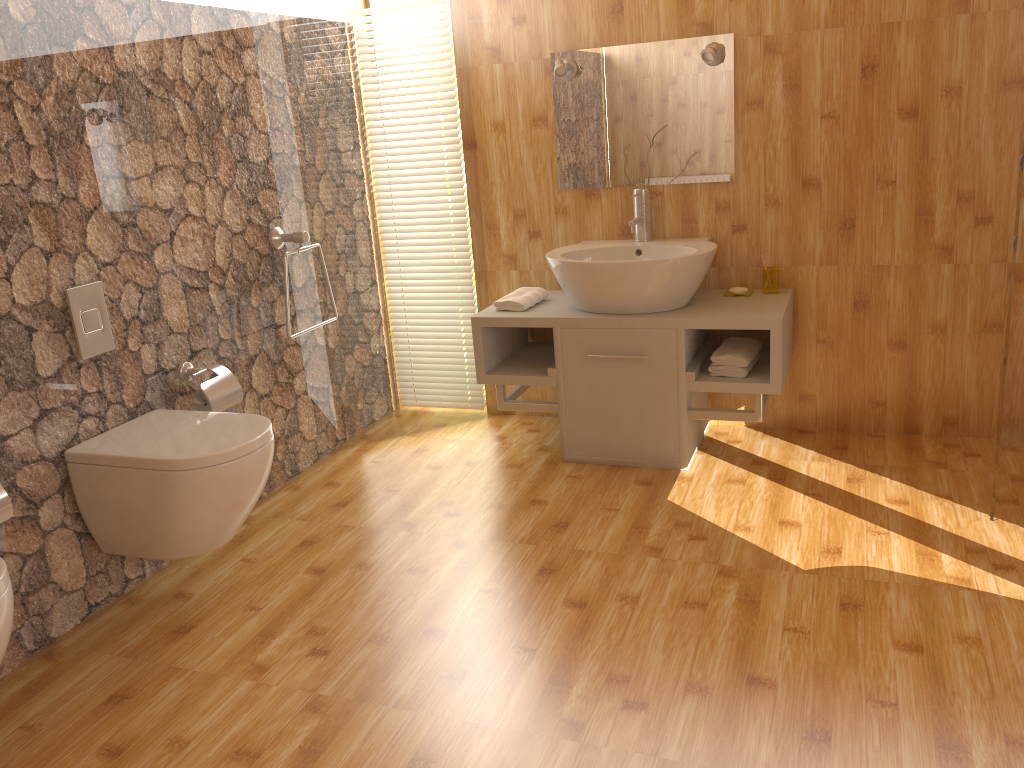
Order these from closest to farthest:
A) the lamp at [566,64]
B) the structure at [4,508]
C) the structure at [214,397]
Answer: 1. the structure at [4,508]
2. the structure at [214,397]
3. the lamp at [566,64]

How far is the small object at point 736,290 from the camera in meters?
3.3 m

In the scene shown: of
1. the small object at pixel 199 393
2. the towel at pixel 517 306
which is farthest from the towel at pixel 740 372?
the small object at pixel 199 393

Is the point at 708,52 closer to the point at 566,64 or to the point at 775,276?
the point at 566,64

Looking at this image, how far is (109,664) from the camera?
2.3m

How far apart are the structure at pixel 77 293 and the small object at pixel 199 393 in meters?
0.3 m

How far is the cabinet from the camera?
3.1m

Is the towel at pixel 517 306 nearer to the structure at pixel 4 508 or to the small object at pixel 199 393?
the small object at pixel 199 393

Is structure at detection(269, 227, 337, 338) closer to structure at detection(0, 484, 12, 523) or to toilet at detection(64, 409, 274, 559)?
toilet at detection(64, 409, 274, 559)

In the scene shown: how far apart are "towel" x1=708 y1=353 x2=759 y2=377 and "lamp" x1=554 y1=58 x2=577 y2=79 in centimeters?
126cm
